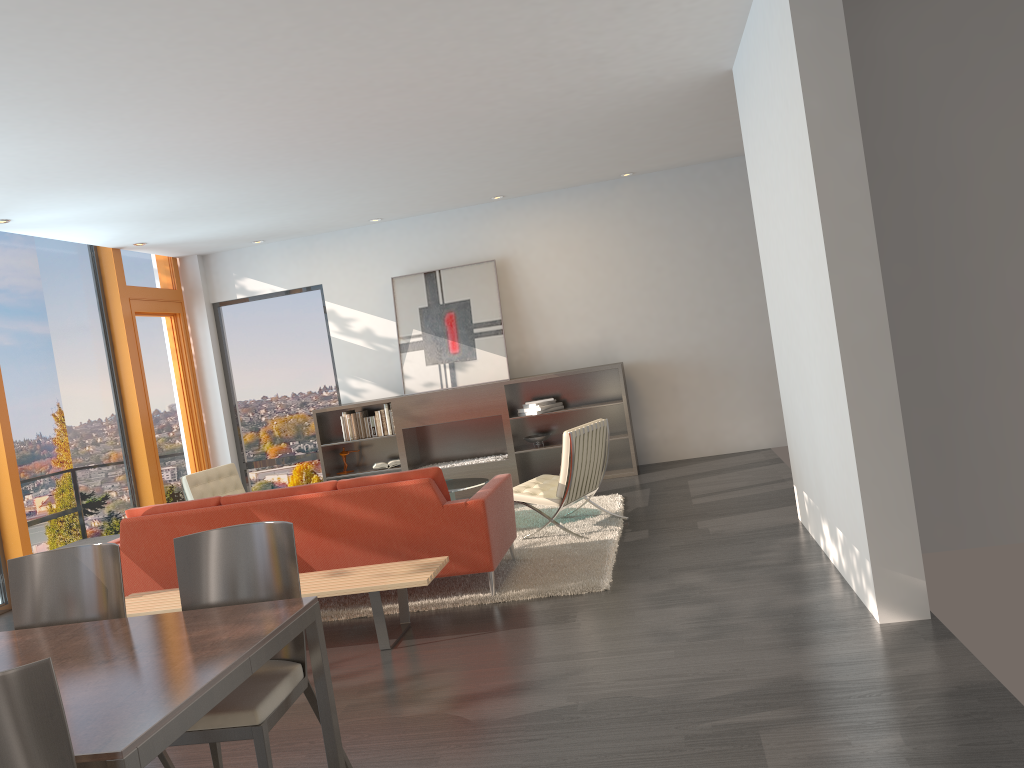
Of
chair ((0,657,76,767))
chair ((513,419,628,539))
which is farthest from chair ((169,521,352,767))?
chair ((513,419,628,539))

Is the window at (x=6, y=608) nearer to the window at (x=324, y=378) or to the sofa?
the sofa

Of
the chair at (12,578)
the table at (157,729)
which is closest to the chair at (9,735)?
the table at (157,729)

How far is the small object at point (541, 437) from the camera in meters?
9.4

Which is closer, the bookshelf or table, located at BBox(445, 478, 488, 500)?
table, located at BBox(445, 478, 488, 500)

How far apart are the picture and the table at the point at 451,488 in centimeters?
244cm

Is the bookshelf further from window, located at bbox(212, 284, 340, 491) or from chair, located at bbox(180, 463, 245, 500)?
chair, located at bbox(180, 463, 245, 500)

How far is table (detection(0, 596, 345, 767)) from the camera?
2.1m

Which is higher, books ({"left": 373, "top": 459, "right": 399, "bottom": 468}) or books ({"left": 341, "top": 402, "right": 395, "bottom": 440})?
books ({"left": 341, "top": 402, "right": 395, "bottom": 440})

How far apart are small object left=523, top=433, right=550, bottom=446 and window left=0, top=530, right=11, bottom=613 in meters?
4.9 m
